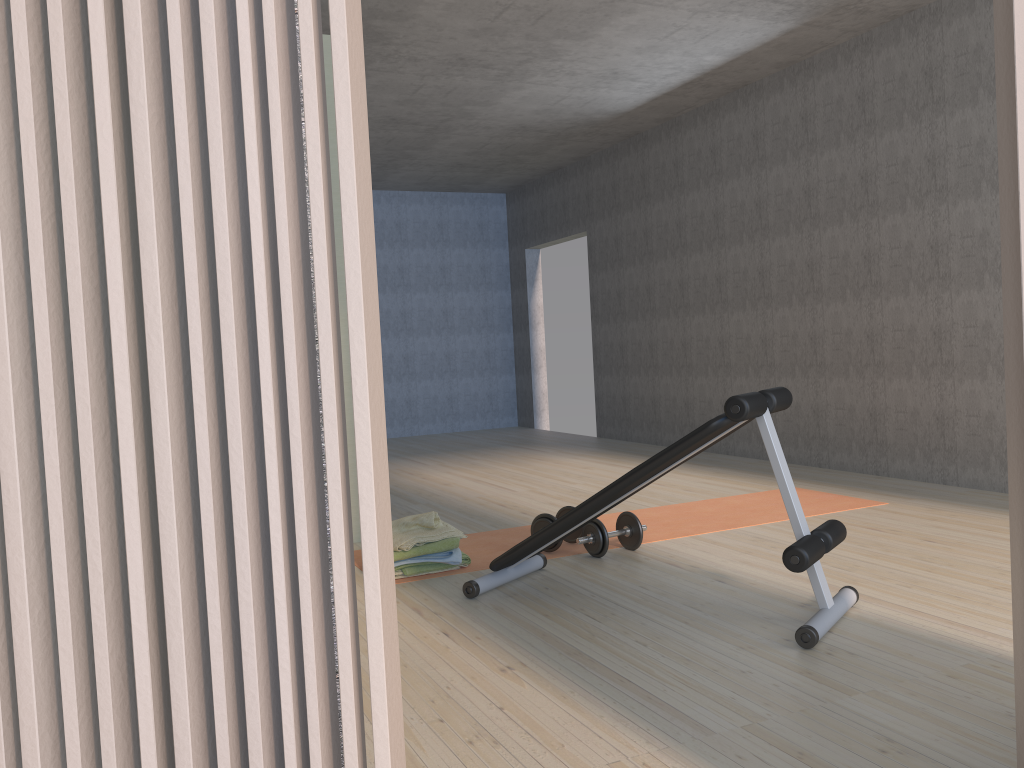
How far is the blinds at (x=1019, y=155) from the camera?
1.2 meters

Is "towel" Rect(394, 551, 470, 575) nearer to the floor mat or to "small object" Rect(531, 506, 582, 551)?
the floor mat

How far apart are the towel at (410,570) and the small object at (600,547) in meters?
0.5 m

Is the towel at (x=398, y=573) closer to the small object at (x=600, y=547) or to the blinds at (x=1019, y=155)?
the small object at (x=600, y=547)

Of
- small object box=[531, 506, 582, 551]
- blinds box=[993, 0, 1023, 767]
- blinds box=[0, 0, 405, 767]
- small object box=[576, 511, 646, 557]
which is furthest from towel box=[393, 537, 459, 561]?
blinds box=[0, 0, 405, 767]

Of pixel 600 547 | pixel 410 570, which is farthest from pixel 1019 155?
pixel 410 570

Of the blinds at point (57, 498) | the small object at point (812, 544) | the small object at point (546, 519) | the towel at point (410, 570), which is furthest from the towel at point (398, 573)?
the blinds at point (57, 498)

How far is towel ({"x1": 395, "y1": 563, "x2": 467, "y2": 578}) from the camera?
3.66m

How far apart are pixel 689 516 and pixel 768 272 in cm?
251

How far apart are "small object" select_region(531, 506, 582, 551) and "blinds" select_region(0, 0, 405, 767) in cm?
307
